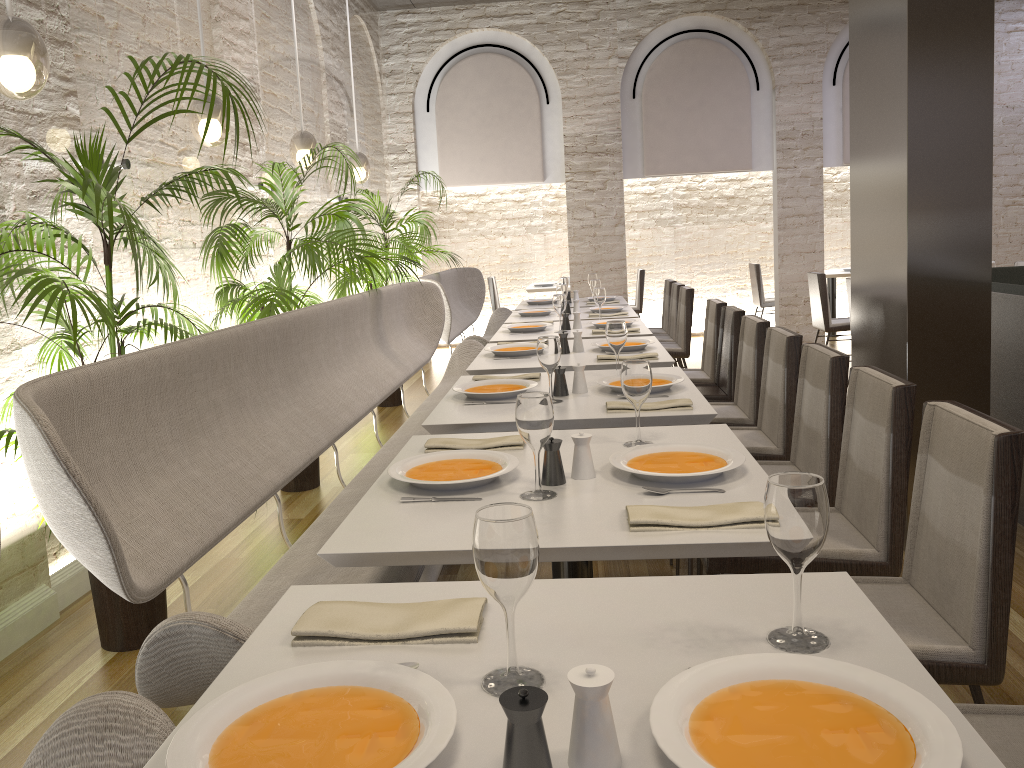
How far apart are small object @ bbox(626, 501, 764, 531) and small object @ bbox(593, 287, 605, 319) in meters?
→ 4.0

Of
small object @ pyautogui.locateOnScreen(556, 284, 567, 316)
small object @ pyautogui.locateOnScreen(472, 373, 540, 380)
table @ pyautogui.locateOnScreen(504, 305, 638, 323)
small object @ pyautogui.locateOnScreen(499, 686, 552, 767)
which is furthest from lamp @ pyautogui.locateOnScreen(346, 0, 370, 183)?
small object @ pyautogui.locateOnScreen(499, 686, 552, 767)

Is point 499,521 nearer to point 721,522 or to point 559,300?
point 721,522

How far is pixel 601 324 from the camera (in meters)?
5.42

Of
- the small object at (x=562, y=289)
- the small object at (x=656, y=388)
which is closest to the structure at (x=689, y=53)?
the small object at (x=562, y=289)

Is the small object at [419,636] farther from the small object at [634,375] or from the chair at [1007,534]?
the small object at [634,375]

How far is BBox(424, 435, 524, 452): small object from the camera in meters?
2.4 m

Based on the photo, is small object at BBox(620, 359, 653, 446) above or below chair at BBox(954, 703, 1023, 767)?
above

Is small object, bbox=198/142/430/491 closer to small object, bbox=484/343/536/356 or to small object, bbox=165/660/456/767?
small object, bbox=484/343/536/356

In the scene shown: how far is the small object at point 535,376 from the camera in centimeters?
357cm
